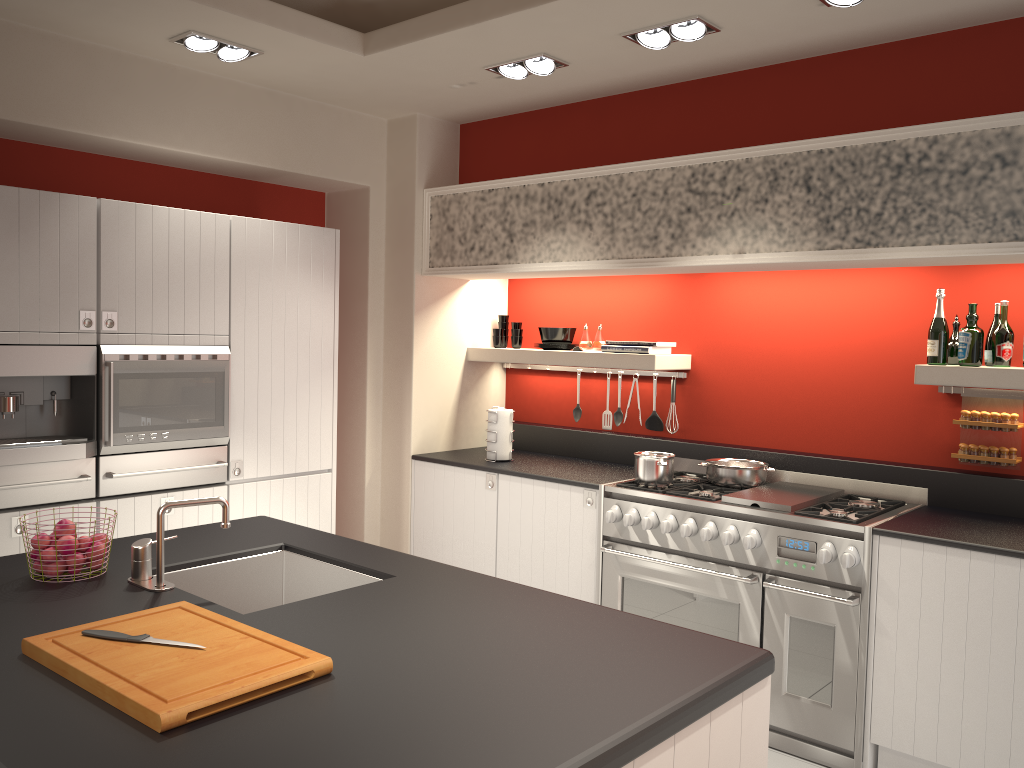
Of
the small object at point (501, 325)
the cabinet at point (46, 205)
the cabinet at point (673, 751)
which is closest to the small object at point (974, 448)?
the cabinet at point (673, 751)

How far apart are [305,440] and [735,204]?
2.44m

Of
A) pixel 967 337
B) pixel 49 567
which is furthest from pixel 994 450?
pixel 49 567

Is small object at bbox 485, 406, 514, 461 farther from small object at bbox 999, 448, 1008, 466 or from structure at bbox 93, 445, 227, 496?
small object at bbox 999, 448, 1008, 466

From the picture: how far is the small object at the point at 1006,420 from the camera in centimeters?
378cm

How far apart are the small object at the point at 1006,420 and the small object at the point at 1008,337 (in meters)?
0.24

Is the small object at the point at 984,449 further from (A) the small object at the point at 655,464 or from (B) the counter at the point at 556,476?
(B) the counter at the point at 556,476

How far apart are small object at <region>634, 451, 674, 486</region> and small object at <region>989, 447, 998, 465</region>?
1.38m

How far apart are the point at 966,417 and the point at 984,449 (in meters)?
0.15

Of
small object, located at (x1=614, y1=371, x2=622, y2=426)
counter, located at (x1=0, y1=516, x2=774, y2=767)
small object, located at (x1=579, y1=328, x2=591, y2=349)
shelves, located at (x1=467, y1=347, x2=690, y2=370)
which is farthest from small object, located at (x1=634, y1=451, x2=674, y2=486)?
counter, located at (x1=0, y1=516, x2=774, y2=767)
